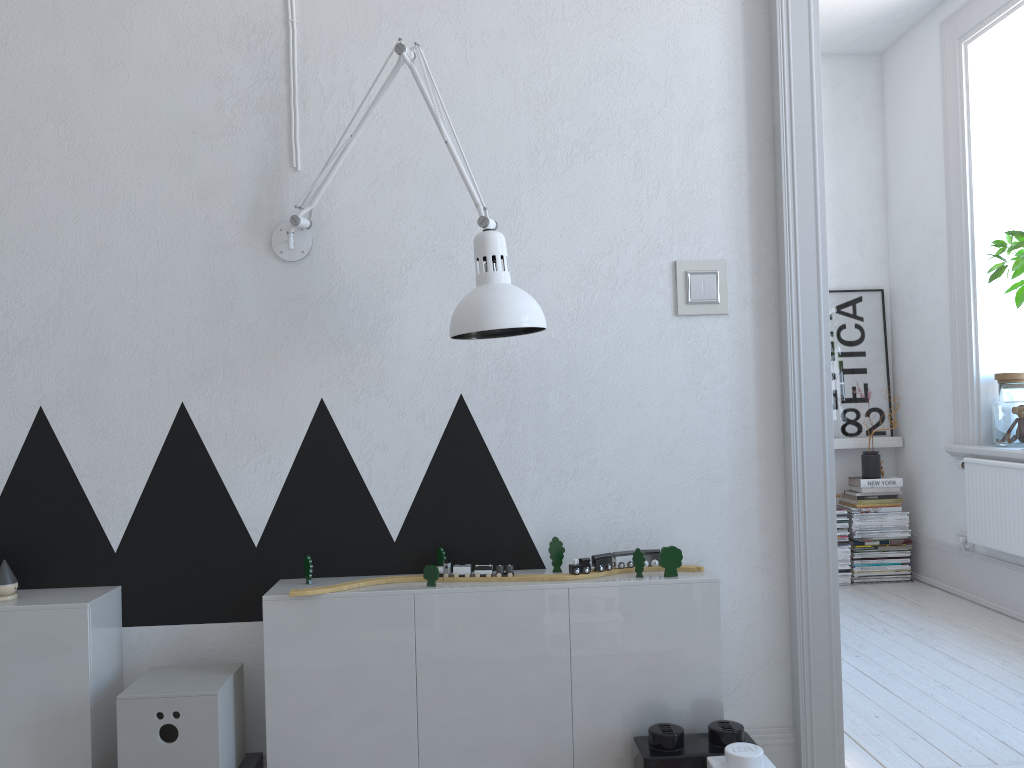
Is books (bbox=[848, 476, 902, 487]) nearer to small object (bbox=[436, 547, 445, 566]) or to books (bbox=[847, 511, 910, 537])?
books (bbox=[847, 511, 910, 537])

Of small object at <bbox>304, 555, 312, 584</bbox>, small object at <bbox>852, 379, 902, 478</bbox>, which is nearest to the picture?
small object at <bbox>852, 379, 902, 478</bbox>

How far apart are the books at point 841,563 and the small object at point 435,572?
3.4m

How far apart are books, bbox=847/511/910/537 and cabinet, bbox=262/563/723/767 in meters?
3.1 m

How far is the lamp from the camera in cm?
173

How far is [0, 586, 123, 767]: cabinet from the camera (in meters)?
1.82

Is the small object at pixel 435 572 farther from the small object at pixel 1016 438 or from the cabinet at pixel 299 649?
the small object at pixel 1016 438

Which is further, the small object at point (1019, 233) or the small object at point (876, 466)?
the small object at point (876, 466)

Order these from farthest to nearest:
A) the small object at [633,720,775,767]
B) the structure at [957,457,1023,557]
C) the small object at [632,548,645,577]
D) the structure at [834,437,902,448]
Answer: the structure at [834,437,902,448] < the structure at [957,457,1023,557] < the small object at [632,548,645,577] < the small object at [633,720,775,767]

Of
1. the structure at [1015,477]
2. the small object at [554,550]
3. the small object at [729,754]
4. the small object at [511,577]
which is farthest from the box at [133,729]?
the structure at [1015,477]
